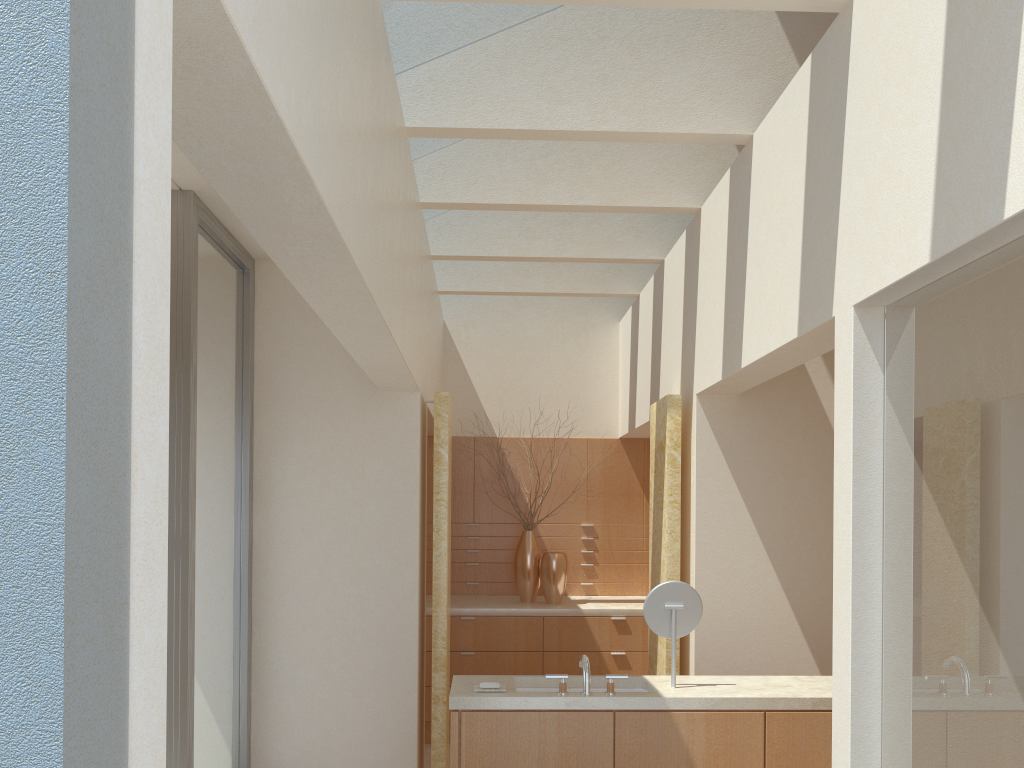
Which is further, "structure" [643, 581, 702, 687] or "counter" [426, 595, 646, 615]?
"counter" [426, 595, 646, 615]

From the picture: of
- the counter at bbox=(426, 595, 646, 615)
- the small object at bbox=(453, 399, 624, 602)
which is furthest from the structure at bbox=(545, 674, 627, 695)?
the small object at bbox=(453, 399, 624, 602)

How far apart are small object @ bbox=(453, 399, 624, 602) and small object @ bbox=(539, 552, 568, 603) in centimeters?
24cm

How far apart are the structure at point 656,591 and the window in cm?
469

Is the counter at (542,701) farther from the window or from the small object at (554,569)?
the small object at (554,569)

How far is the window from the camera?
8.89m

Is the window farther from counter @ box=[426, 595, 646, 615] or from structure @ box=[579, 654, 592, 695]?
counter @ box=[426, 595, 646, 615]

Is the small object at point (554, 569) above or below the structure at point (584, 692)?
above

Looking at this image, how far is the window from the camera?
8.9m

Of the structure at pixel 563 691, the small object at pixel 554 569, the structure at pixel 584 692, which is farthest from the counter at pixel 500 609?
the structure at pixel 563 691
